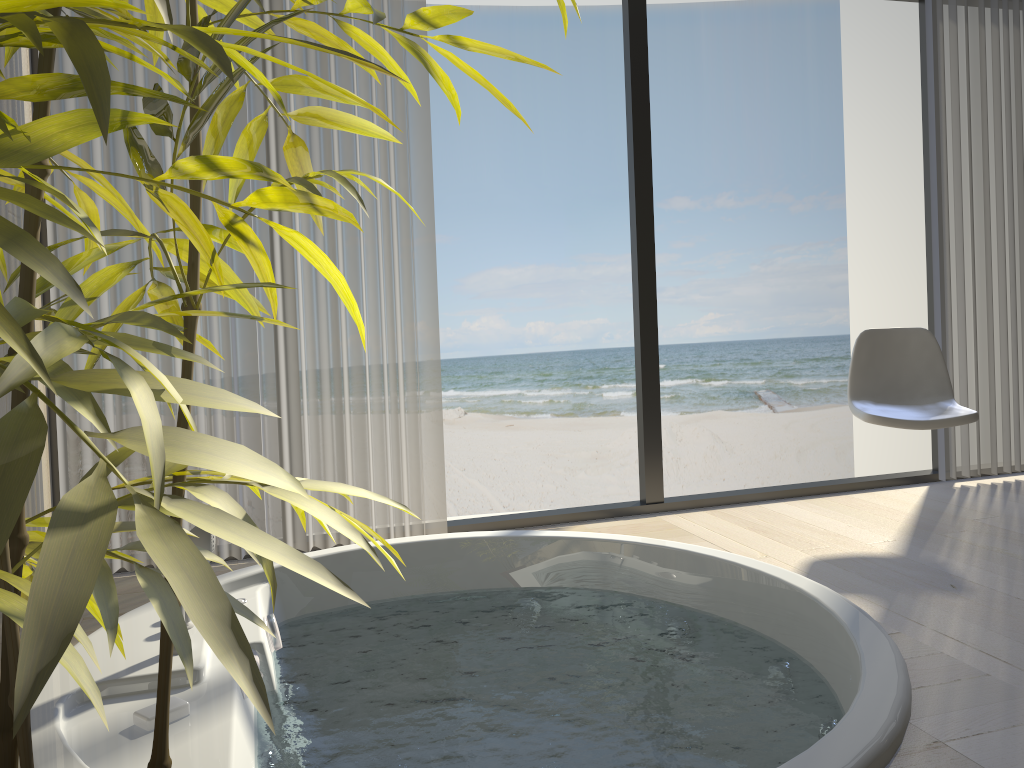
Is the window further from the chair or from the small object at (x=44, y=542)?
the small object at (x=44, y=542)

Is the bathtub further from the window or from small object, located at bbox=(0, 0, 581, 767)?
small object, located at bbox=(0, 0, 581, 767)

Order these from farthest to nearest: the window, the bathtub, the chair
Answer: the window
the chair
the bathtub

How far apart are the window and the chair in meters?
0.5 m

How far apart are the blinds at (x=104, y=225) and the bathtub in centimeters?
45cm

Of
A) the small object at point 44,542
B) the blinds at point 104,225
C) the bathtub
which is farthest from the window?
the small object at point 44,542

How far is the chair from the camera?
3.0 meters

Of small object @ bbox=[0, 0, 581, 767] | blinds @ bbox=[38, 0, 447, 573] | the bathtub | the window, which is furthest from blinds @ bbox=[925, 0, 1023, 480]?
small object @ bbox=[0, 0, 581, 767]

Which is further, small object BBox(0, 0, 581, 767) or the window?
the window

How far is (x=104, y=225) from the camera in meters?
2.7
